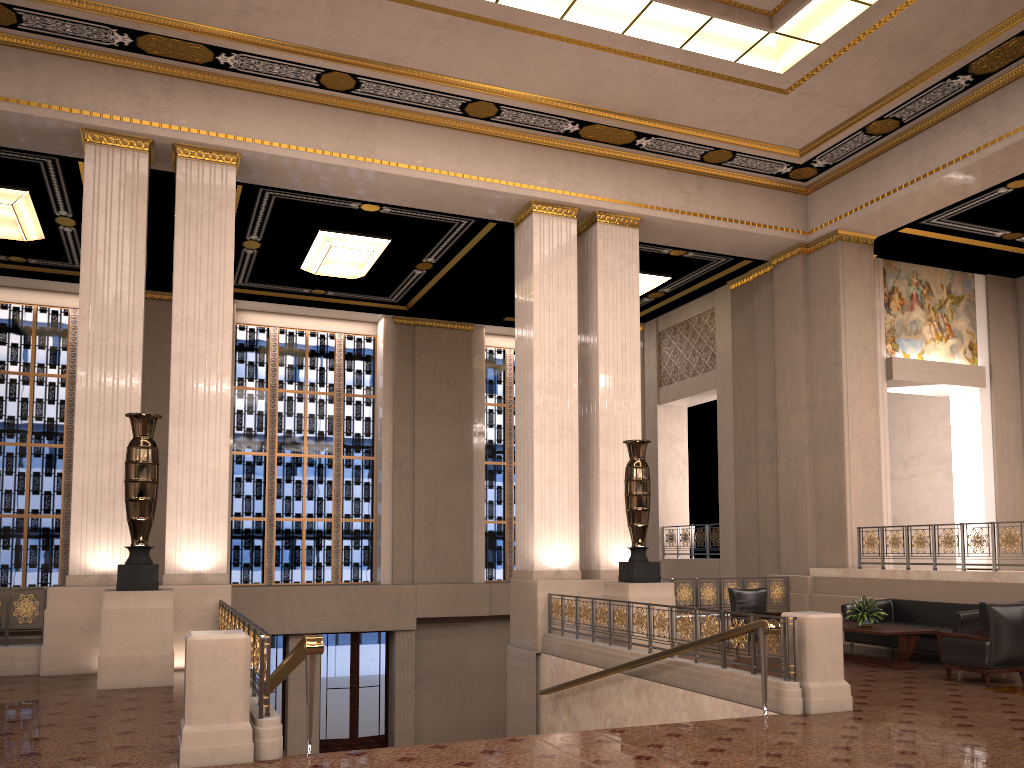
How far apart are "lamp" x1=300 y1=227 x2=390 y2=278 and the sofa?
9.2m

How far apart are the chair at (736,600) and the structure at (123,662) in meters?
7.2

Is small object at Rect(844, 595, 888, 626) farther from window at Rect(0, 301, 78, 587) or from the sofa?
window at Rect(0, 301, 78, 587)

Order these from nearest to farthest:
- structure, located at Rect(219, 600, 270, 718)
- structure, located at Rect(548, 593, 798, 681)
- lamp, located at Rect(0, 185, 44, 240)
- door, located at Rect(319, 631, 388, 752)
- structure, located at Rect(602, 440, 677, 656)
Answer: structure, located at Rect(219, 600, 270, 718), structure, located at Rect(548, 593, 798, 681), structure, located at Rect(602, 440, 677, 656), lamp, located at Rect(0, 185, 44, 240), door, located at Rect(319, 631, 388, 752)

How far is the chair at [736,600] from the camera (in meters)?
11.99

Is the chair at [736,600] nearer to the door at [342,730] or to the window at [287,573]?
the door at [342,730]

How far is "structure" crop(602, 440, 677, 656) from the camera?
10.8m

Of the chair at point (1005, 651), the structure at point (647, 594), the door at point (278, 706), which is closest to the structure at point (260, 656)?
the structure at point (647, 594)

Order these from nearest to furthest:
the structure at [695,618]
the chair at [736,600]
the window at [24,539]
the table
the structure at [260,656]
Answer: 1. the structure at [260,656]
2. the structure at [695,618]
3. the table
4. the chair at [736,600]
5. the window at [24,539]

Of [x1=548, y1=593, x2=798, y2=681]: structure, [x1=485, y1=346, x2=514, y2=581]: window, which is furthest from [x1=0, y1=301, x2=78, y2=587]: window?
[x1=548, y1=593, x2=798, y2=681]: structure
